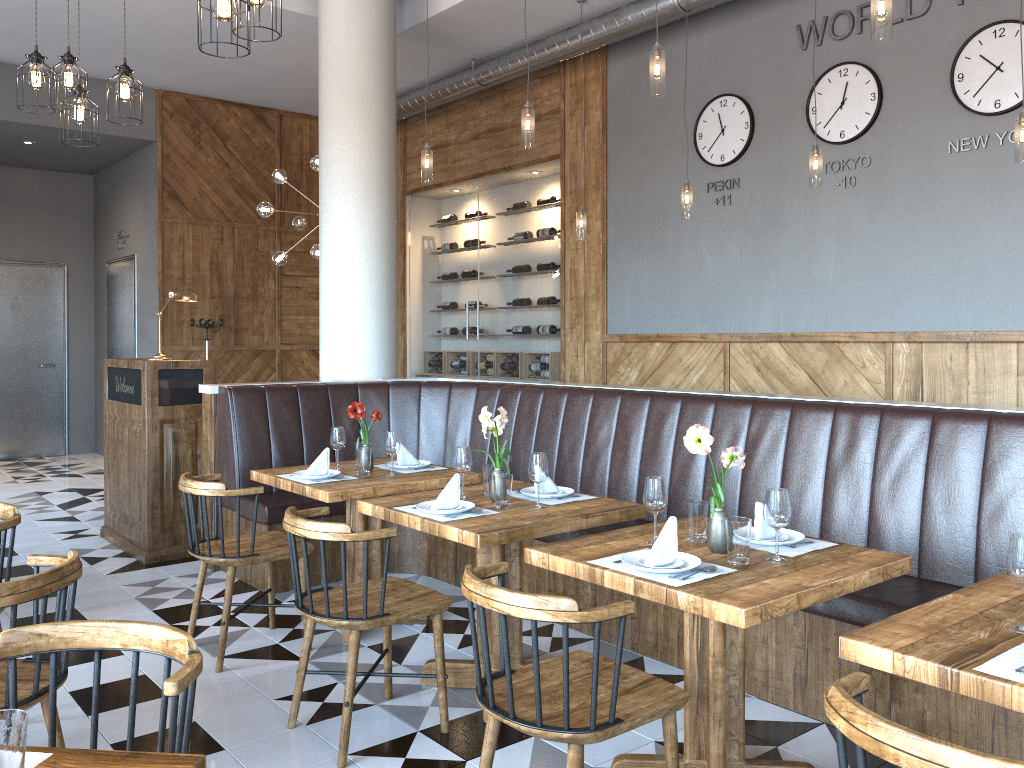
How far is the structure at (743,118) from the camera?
6.73m

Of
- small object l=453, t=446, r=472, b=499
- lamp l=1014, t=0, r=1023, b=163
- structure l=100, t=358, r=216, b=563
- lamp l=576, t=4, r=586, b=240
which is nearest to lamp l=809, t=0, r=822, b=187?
lamp l=1014, t=0, r=1023, b=163

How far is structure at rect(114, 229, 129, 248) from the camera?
10.1m

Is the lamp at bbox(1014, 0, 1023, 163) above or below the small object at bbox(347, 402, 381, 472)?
above

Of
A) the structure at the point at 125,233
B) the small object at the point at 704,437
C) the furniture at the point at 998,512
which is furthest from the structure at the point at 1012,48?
the structure at the point at 125,233

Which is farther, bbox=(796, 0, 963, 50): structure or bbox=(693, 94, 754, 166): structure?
bbox=(693, 94, 754, 166): structure

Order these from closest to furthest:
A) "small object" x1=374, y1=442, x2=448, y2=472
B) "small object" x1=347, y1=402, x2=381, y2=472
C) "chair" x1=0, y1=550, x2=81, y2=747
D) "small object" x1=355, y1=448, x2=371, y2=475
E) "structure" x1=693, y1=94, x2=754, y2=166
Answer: "chair" x1=0, y1=550, x2=81, y2=747, "small object" x1=355, y1=448, x2=371, y2=475, "small object" x1=347, y1=402, x2=381, y2=472, "small object" x1=374, y1=442, x2=448, y2=472, "structure" x1=693, y1=94, x2=754, y2=166

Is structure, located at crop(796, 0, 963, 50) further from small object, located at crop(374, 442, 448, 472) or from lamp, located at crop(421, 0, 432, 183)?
small object, located at crop(374, 442, 448, 472)

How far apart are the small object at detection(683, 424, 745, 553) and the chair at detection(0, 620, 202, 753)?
1.6 meters

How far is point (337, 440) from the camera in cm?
457
